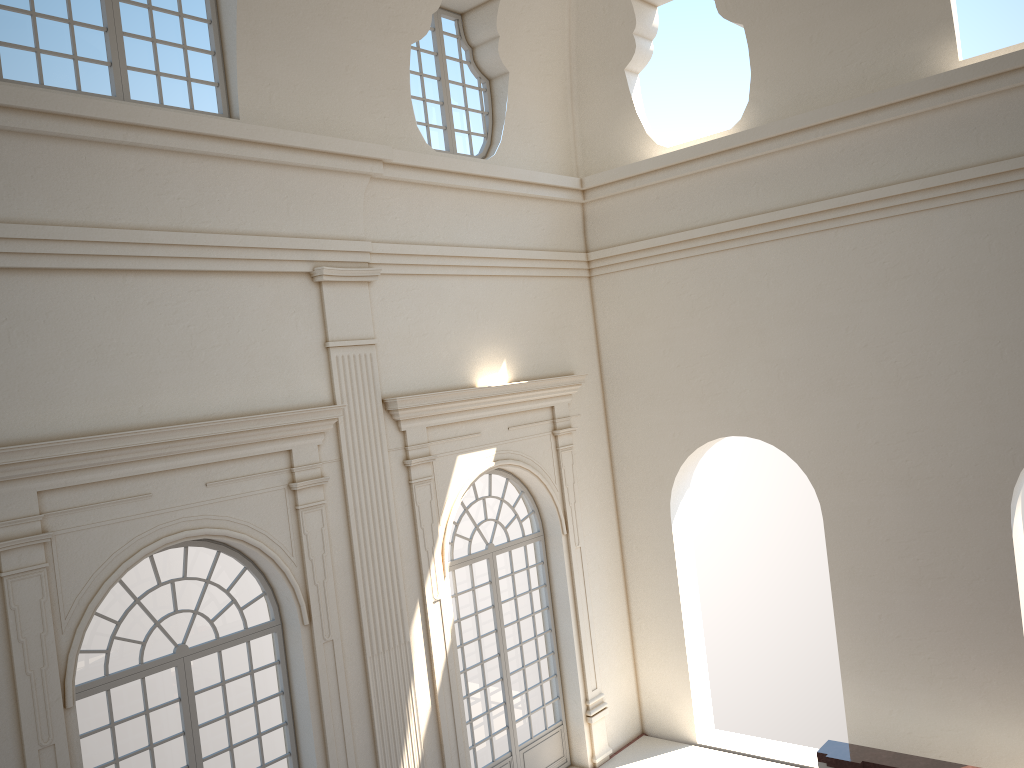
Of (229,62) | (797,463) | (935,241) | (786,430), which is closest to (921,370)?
(935,241)
